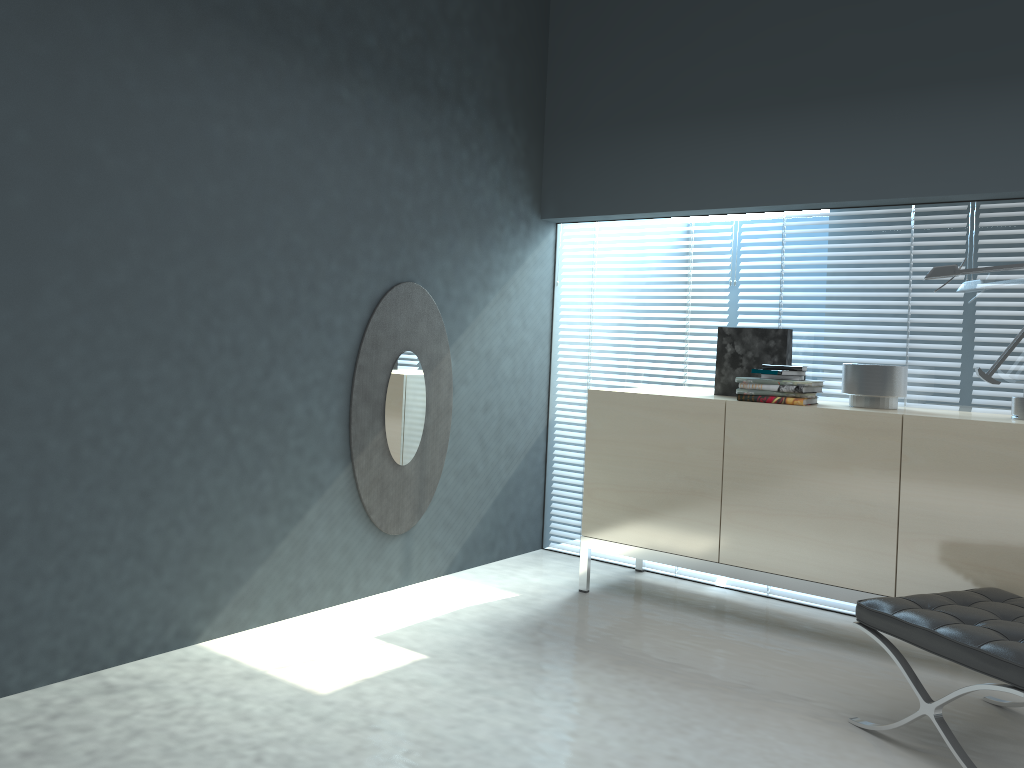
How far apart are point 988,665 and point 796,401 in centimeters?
131cm

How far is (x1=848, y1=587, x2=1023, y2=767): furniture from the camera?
2.2m

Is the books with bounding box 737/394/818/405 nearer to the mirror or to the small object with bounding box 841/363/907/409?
the small object with bounding box 841/363/907/409

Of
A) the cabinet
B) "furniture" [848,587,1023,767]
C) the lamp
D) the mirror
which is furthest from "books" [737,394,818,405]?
the mirror

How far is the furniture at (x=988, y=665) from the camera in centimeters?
224cm

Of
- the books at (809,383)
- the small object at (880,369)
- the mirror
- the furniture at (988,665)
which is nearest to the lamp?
the small object at (880,369)

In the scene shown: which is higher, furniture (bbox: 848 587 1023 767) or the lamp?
the lamp

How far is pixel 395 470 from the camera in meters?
3.8

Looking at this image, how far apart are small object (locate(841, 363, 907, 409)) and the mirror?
1.7 meters

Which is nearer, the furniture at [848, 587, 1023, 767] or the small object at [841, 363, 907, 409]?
the furniture at [848, 587, 1023, 767]
